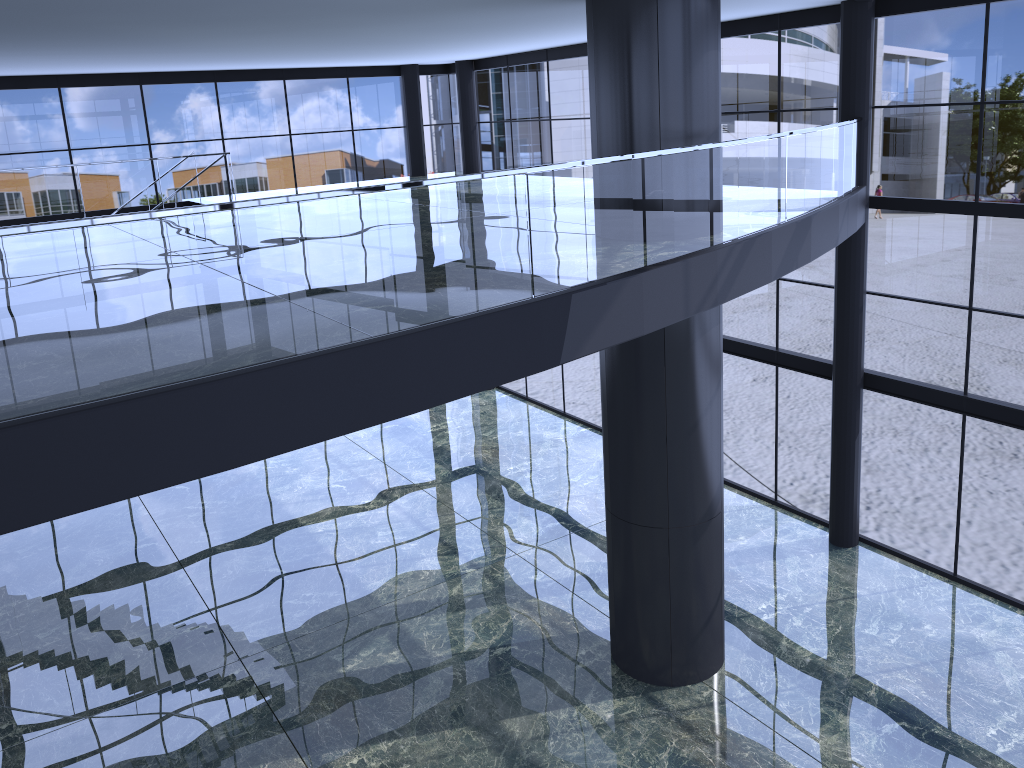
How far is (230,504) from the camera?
19.0m

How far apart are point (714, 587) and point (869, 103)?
7.69m
